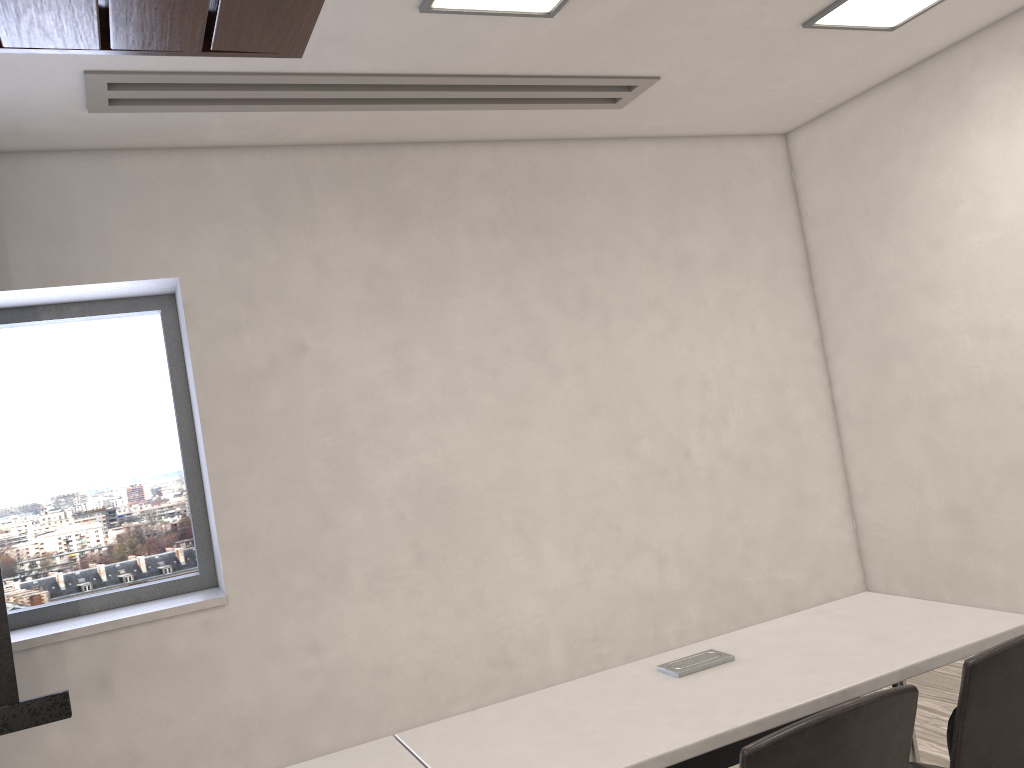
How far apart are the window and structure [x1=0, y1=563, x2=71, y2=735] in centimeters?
100cm

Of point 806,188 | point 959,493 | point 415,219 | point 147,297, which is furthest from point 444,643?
point 806,188

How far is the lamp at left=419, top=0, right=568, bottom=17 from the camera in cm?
305

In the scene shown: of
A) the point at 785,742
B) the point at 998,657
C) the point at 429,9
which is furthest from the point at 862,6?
the point at 785,742

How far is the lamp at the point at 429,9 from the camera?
3.05m

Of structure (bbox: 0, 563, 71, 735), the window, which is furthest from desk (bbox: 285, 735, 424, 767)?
the window

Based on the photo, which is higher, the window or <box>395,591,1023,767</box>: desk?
the window

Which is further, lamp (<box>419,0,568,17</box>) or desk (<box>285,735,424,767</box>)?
lamp (<box>419,0,568,17</box>)

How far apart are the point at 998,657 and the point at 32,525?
3.87m

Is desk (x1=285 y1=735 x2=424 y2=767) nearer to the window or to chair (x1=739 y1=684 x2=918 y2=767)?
chair (x1=739 y1=684 x2=918 y2=767)
